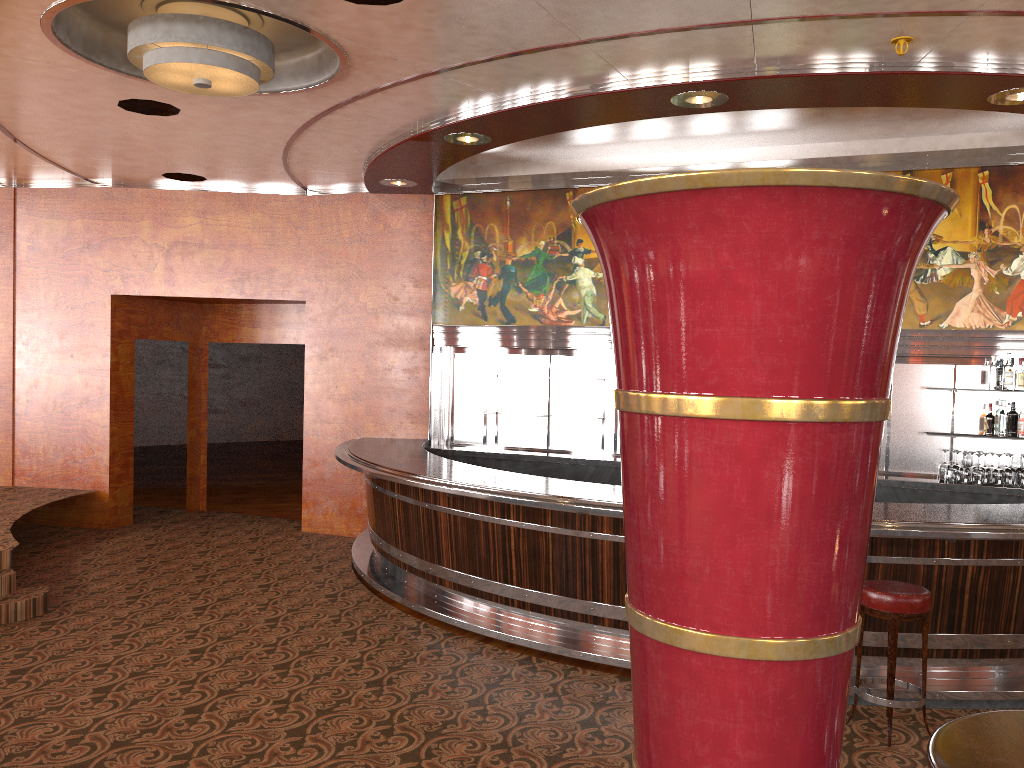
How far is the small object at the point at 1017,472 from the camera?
7.0 meters

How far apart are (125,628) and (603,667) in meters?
3.2

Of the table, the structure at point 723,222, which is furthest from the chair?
the structure at point 723,222

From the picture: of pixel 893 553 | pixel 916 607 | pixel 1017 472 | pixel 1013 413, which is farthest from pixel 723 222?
Result: pixel 1013 413

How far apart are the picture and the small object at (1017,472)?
1.0 meters

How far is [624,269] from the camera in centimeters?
88cm

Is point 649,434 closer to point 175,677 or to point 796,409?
point 796,409

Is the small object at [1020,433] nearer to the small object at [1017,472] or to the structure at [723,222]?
the small object at [1017,472]

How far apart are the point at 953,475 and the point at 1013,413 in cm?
378

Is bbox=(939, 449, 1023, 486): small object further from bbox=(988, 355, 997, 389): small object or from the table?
the table
